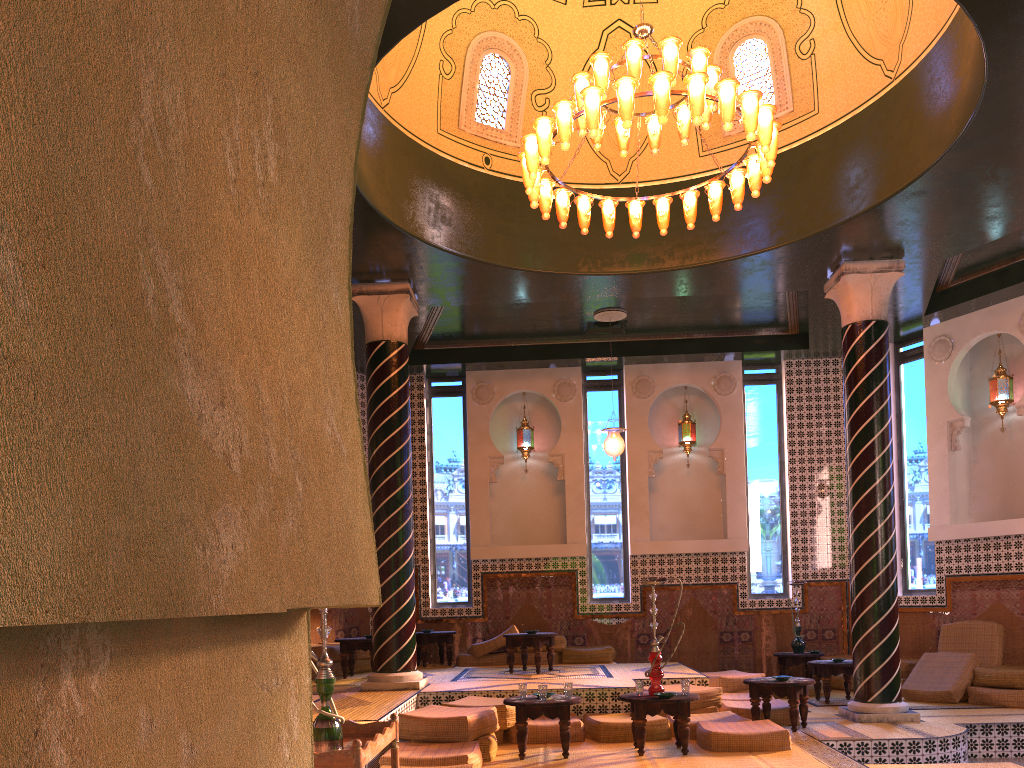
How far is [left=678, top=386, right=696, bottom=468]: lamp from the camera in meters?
15.8

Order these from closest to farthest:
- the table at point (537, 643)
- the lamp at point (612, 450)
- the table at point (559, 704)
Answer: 1. the table at point (559, 704)
2. the table at point (537, 643)
3. the lamp at point (612, 450)

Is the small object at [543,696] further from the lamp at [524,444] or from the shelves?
the lamp at [524,444]

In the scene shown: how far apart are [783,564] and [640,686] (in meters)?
7.55

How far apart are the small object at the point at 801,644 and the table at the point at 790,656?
0.2 meters

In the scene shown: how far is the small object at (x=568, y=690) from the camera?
8.6m

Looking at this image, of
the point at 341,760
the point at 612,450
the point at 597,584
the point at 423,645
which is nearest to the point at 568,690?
the point at 341,760

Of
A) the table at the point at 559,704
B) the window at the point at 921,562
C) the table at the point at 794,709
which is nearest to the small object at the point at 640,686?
the table at the point at 559,704

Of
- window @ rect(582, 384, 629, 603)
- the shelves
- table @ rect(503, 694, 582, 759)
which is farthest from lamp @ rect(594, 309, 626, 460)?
the shelves

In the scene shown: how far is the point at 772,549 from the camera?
15.39m
